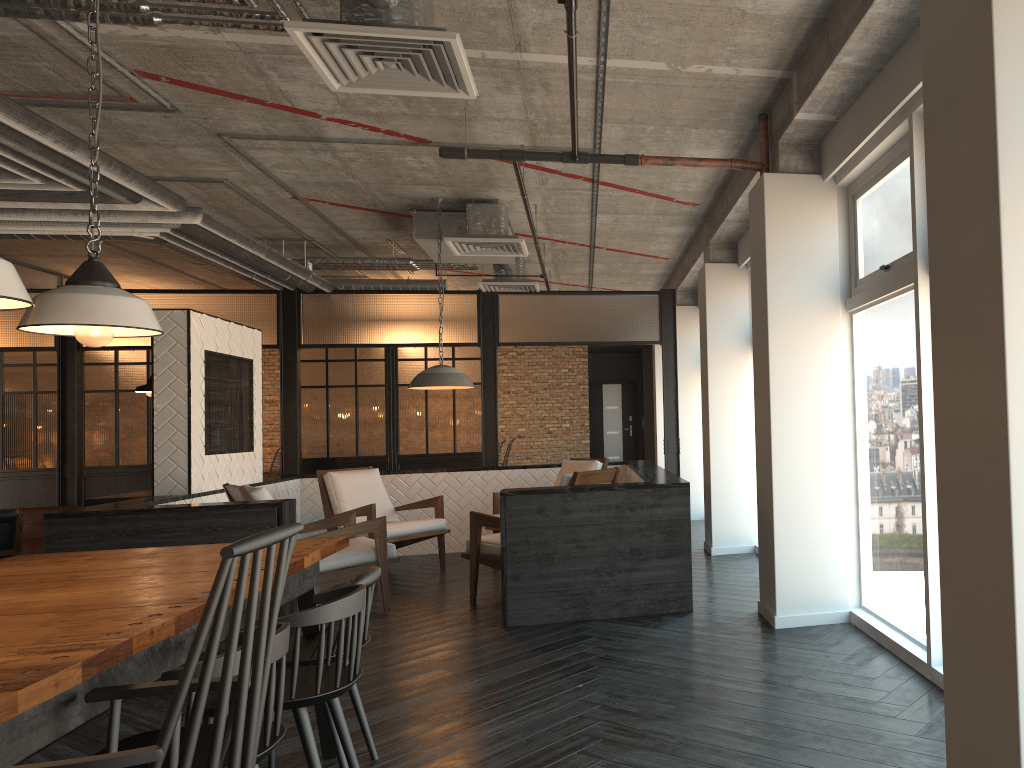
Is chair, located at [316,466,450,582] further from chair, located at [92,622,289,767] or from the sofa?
chair, located at [92,622,289,767]

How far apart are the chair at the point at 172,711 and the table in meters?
0.0 m

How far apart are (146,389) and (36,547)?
2.7m

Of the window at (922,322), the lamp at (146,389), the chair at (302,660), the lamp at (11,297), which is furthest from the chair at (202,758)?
the lamp at (146,389)

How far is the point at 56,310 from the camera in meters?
2.9

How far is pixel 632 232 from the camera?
8.3 meters

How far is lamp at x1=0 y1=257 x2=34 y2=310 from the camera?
2.4 meters

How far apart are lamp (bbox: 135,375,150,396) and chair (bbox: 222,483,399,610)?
1.21m

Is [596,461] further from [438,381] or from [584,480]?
[584,480]

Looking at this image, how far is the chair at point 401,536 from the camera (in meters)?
7.43
